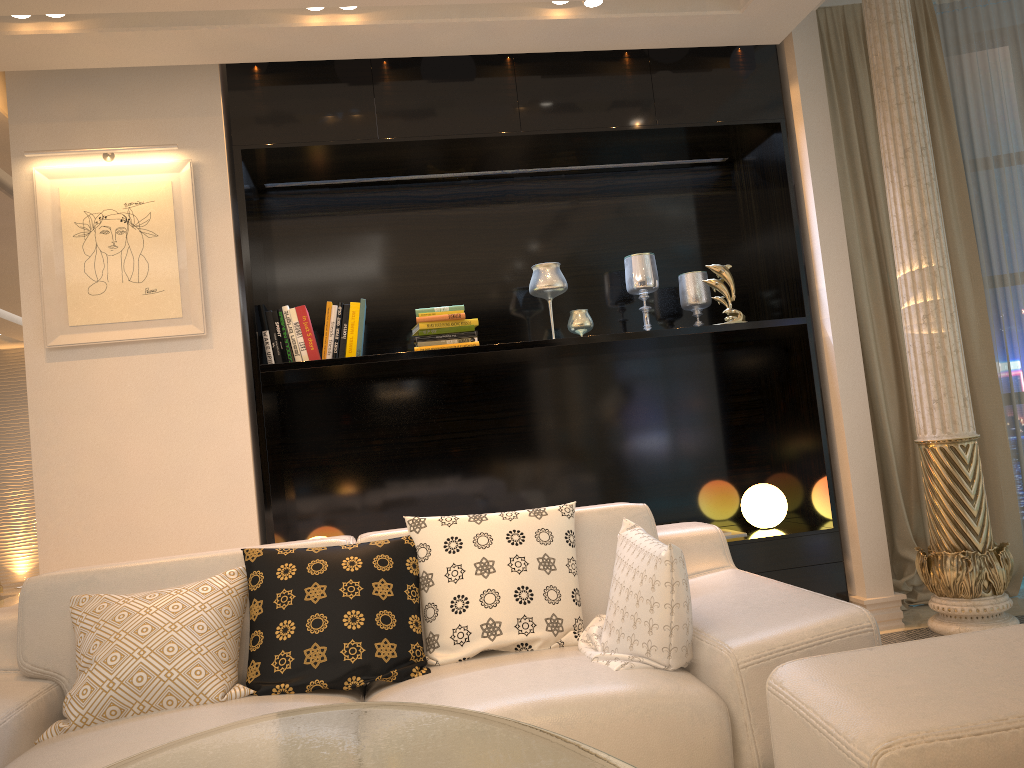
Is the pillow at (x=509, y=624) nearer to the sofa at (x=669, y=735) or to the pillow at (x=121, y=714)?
the sofa at (x=669, y=735)

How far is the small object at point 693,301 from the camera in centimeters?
428cm

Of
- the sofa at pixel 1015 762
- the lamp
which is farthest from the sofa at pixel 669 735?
the lamp

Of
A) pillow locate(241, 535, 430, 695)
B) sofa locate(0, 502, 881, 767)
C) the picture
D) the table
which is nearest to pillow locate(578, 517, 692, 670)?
sofa locate(0, 502, 881, 767)

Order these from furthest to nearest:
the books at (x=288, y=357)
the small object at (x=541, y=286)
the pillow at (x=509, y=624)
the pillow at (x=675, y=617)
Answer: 1. the small object at (x=541, y=286)
2. the books at (x=288, y=357)
3. the pillow at (x=509, y=624)
4. the pillow at (x=675, y=617)

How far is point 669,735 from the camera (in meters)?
1.84

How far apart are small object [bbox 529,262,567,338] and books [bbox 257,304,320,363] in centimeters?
103cm

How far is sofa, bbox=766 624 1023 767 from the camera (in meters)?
1.30

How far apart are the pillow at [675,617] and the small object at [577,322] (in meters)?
1.74

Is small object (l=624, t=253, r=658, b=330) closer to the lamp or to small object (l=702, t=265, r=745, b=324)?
small object (l=702, t=265, r=745, b=324)
